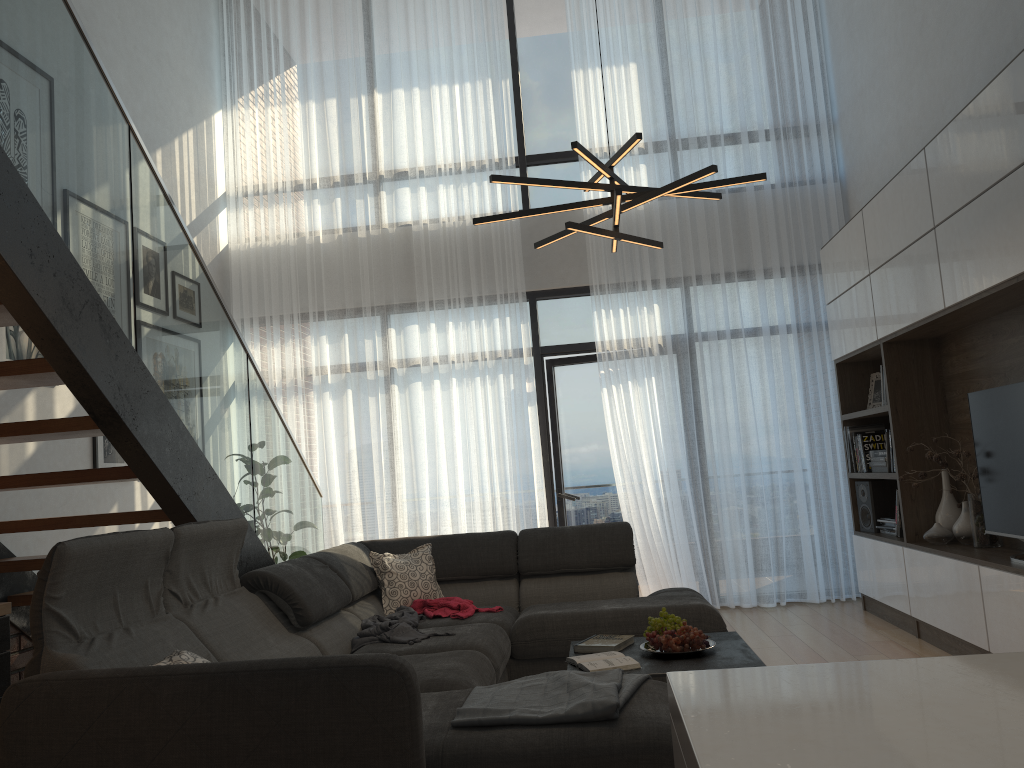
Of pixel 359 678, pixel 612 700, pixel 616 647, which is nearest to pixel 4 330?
pixel 359 678

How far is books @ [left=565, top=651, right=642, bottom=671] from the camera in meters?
3.2 m

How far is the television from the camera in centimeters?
398cm

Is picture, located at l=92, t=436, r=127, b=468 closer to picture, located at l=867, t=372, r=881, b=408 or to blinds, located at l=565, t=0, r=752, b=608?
blinds, located at l=565, t=0, r=752, b=608

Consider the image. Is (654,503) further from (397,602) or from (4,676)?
(4,676)

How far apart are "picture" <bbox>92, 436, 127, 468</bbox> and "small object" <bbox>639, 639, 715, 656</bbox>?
3.2m

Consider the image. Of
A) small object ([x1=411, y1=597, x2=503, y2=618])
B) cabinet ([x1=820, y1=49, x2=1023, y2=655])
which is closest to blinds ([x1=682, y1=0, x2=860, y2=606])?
cabinet ([x1=820, y1=49, x2=1023, y2=655])

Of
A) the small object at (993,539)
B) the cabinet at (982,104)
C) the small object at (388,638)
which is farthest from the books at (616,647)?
the small object at (993,539)

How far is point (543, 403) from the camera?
6.8 meters

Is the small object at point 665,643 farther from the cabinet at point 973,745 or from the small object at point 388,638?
the cabinet at point 973,745
